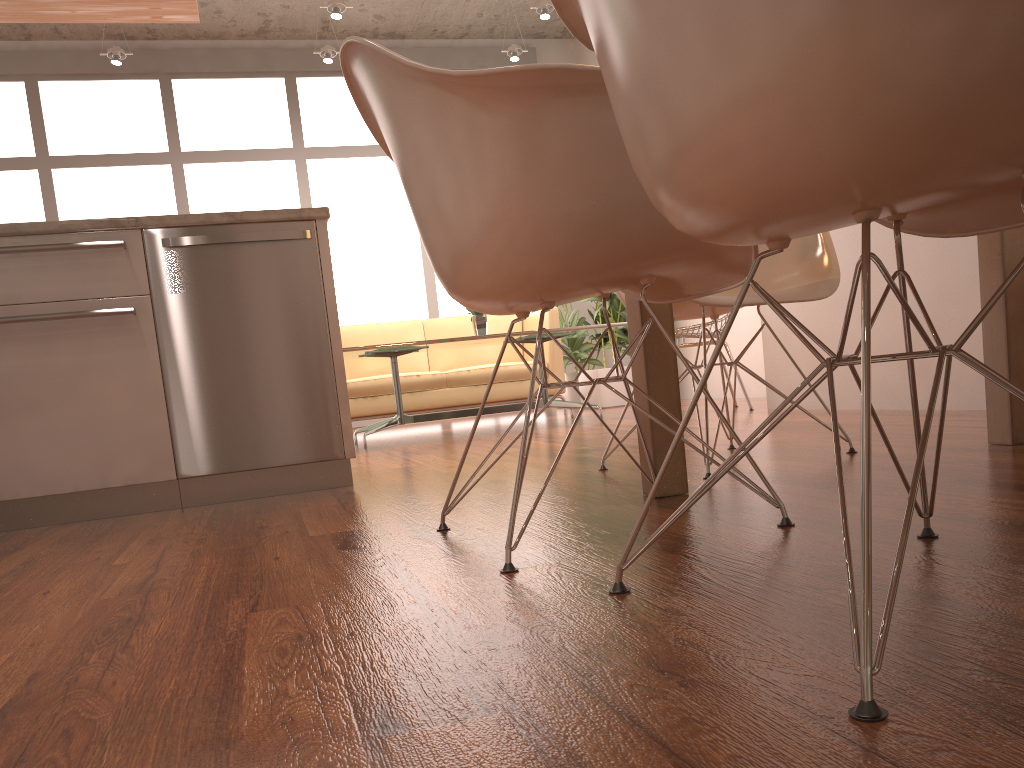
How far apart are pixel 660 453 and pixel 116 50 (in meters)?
6.36

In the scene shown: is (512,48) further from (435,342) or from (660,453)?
(660,453)

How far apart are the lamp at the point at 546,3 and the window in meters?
1.6

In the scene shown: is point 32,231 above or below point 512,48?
below

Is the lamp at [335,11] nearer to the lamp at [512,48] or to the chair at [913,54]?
the lamp at [512,48]

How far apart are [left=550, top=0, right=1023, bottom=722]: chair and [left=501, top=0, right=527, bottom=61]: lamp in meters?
6.8 m

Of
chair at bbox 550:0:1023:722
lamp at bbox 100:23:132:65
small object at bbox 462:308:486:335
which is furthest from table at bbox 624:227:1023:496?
lamp at bbox 100:23:132:65

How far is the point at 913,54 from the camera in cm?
72

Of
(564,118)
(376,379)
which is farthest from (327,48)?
(564,118)

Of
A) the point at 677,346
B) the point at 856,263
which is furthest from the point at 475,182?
the point at 677,346
